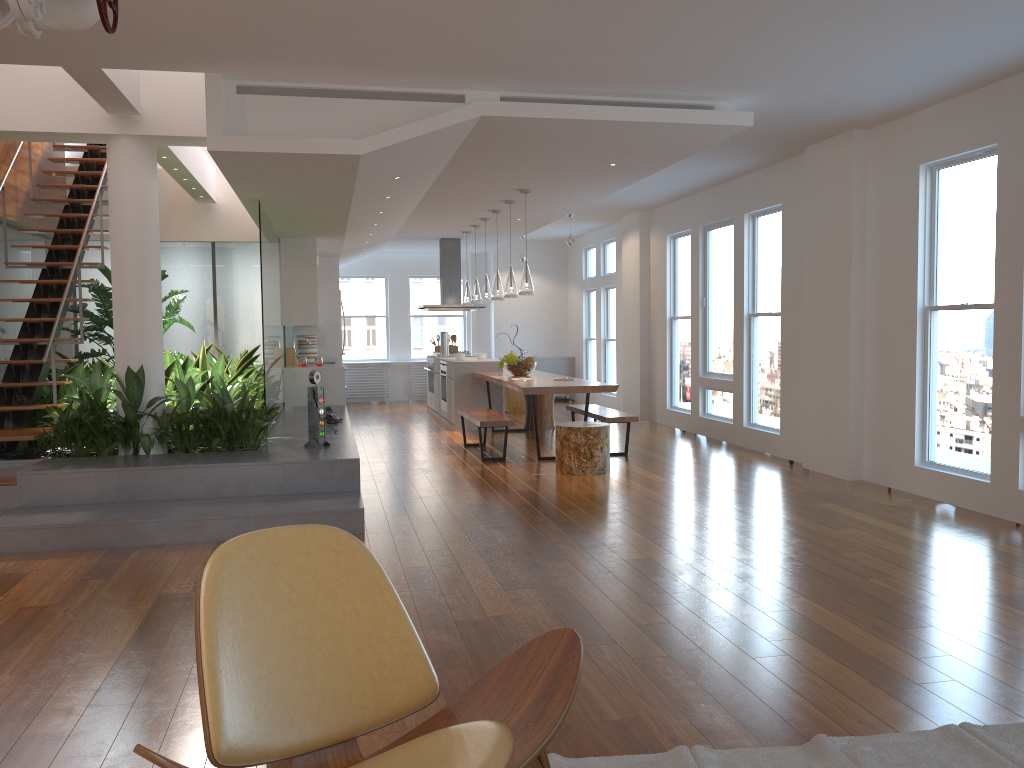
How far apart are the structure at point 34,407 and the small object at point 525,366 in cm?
415

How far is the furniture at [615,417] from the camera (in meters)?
8.26

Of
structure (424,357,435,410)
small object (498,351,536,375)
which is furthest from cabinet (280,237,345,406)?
small object (498,351,536,375)

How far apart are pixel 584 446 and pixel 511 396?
5.41m

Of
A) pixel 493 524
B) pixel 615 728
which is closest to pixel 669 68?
pixel 493 524

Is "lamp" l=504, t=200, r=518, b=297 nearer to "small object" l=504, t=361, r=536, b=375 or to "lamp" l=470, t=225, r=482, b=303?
"small object" l=504, t=361, r=536, b=375

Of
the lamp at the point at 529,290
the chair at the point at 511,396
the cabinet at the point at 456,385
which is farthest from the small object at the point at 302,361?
the chair at the point at 511,396

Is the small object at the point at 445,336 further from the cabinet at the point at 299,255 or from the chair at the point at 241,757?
the chair at the point at 241,757

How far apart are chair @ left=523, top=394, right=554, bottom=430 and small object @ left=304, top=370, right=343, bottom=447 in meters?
4.4 m

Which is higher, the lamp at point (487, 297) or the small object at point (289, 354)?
the lamp at point (487, 297)
